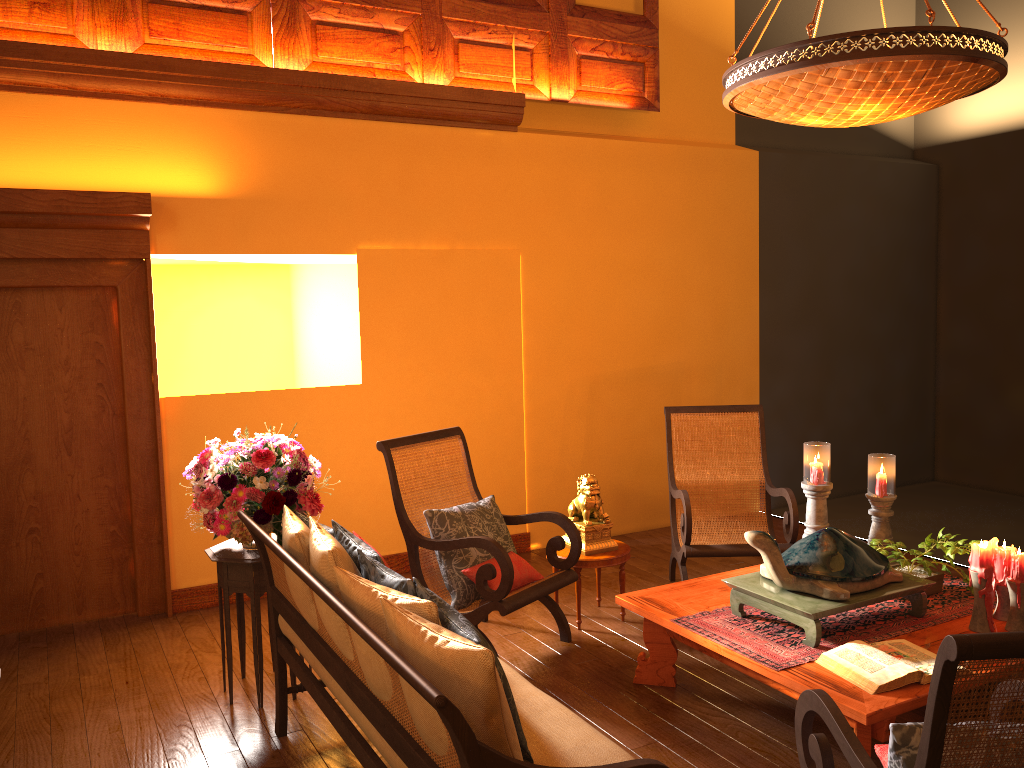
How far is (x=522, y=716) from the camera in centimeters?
232cm

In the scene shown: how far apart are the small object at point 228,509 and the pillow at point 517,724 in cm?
33

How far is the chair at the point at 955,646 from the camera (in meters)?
1.55

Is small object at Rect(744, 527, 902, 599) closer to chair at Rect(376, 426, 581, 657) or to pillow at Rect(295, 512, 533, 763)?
chair at Rect(376, 426, 581, 657)

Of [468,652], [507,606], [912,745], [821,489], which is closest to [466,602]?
[507,606]

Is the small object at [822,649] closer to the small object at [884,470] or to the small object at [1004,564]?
the small object at [1004,564]

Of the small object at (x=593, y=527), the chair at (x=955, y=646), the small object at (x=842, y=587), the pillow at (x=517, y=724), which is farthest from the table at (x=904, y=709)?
the pillow at (x=517, y=724)

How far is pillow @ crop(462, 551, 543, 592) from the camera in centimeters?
386cm

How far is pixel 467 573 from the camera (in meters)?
3.86

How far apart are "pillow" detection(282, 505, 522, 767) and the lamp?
2.10m
